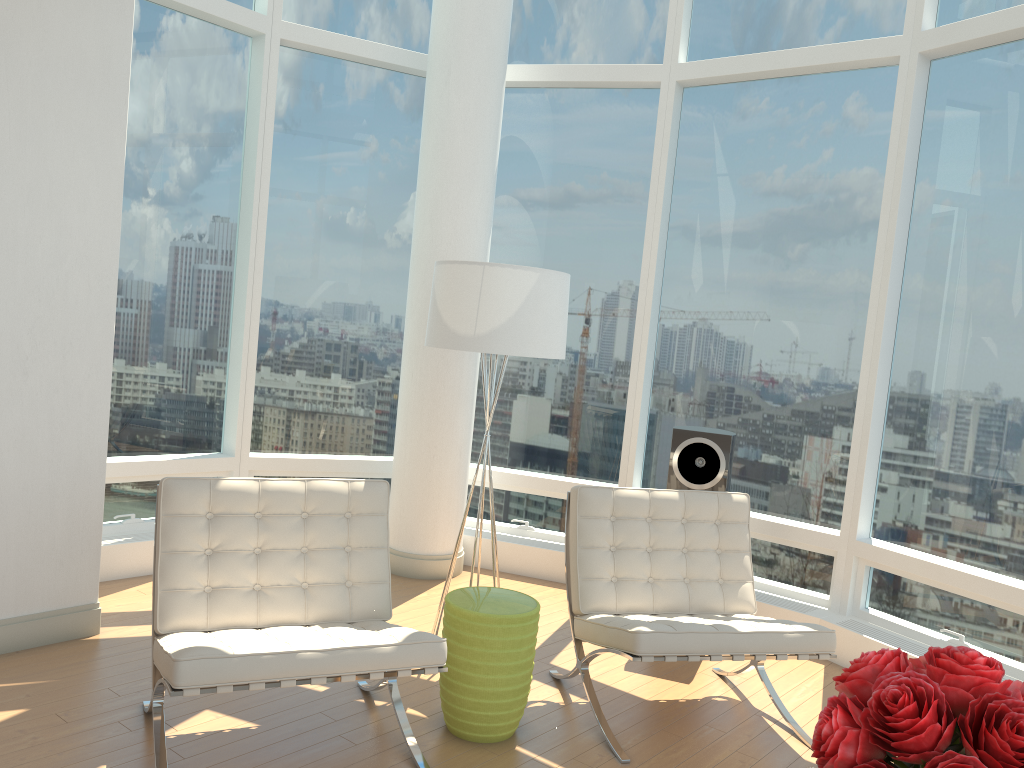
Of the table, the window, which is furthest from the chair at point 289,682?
the window

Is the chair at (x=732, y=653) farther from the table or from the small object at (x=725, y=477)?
the small object at (x=725, y=477)

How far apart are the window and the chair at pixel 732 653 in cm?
99

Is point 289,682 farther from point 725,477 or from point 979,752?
point 725,477

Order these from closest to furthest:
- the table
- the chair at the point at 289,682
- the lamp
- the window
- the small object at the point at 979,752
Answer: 1. the small object at the point at 979,752
2. the chair at the point at 289,682
3. the table
4. the lamp
5. the window

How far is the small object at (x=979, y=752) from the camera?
1.42m

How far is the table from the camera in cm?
335

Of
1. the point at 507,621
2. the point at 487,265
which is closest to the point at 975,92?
the point at 487,265

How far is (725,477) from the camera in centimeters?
477cm

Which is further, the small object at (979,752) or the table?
the table
